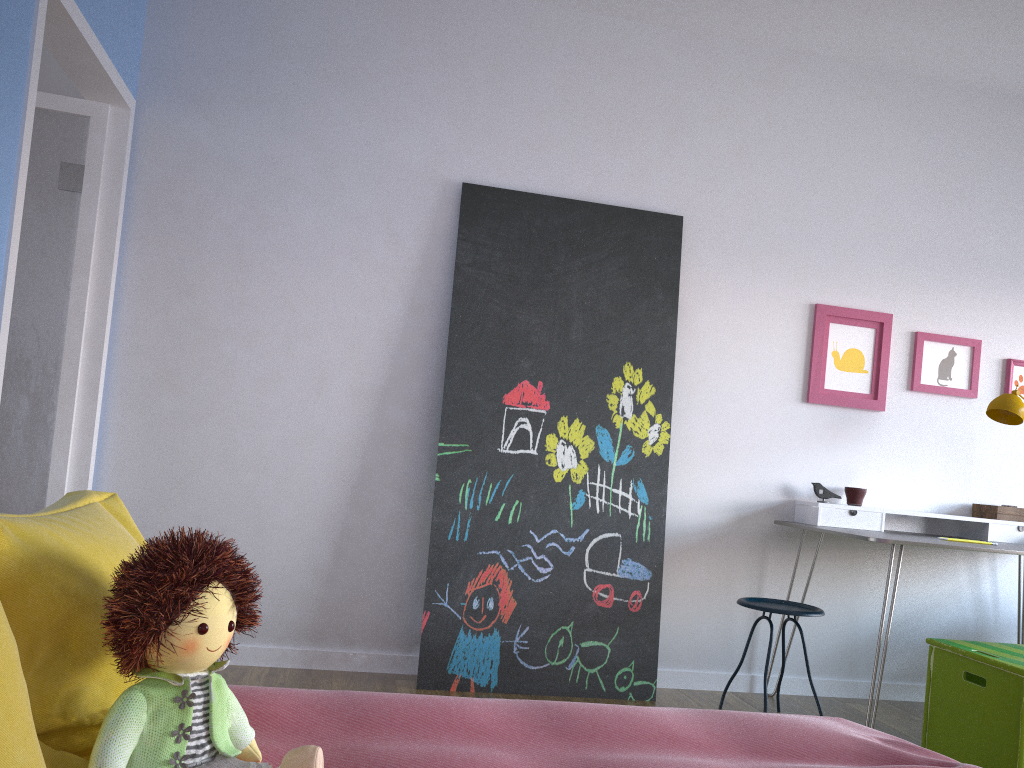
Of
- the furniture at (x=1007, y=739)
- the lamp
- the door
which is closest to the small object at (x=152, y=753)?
the door

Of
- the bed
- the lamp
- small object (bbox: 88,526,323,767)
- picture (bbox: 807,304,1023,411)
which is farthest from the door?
the lamp

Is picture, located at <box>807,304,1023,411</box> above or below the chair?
above

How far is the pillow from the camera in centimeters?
77cm

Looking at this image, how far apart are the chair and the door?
2.47m

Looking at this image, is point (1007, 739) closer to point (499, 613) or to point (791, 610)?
point (791, 610)

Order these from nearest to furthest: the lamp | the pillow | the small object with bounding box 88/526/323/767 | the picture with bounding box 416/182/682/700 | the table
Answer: the pillow, the small object with bounding box 88/526/323/767, the table, the picture with bounding box 416/182/682/700, the lamp

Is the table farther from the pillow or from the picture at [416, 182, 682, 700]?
the pillow

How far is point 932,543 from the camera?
3.1m

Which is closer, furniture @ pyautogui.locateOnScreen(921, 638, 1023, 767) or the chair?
furniture @ pyautogui.locateOnScreen(921, 638, 1023, 767)
